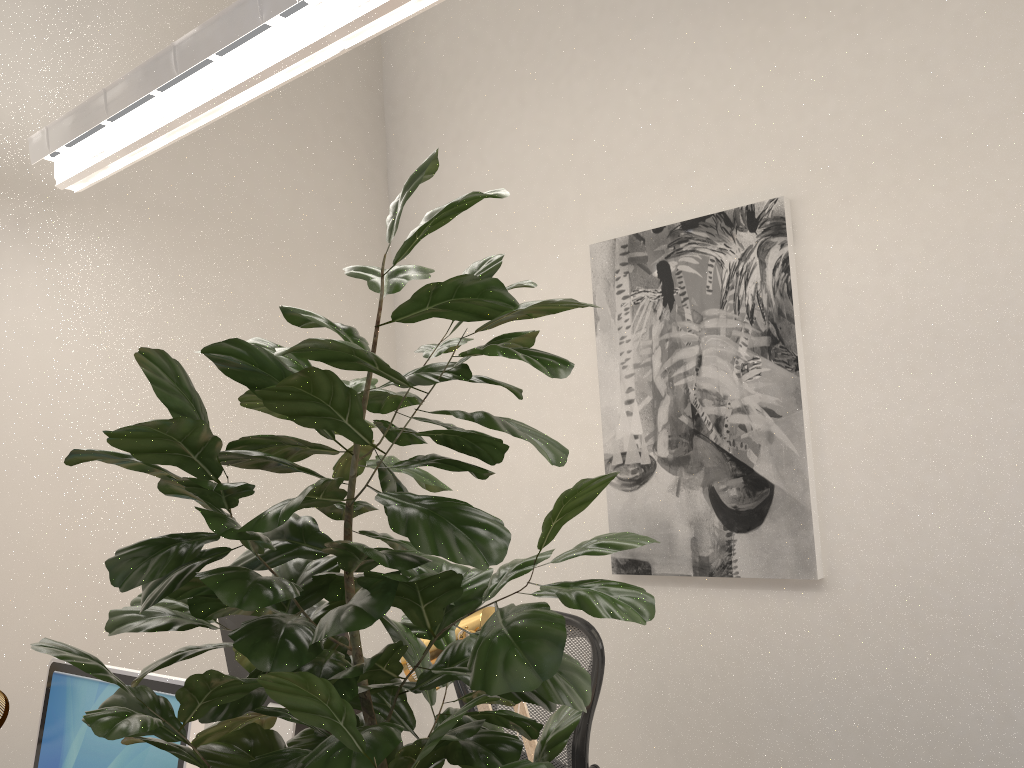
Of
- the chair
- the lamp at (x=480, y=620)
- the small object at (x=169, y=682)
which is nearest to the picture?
the chair

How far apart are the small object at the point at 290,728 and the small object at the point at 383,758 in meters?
1.1

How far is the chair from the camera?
2.5m

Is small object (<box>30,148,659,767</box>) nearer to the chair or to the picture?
the chair

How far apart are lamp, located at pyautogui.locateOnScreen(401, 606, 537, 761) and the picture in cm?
126

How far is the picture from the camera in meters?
2.7

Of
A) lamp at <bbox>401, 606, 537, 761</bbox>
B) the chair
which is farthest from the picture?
lamp at <bbox>401, 606, 537, 761</bbox>

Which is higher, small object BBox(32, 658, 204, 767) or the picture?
the picture

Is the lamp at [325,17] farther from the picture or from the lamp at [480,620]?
the picture

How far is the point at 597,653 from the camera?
2.5m
